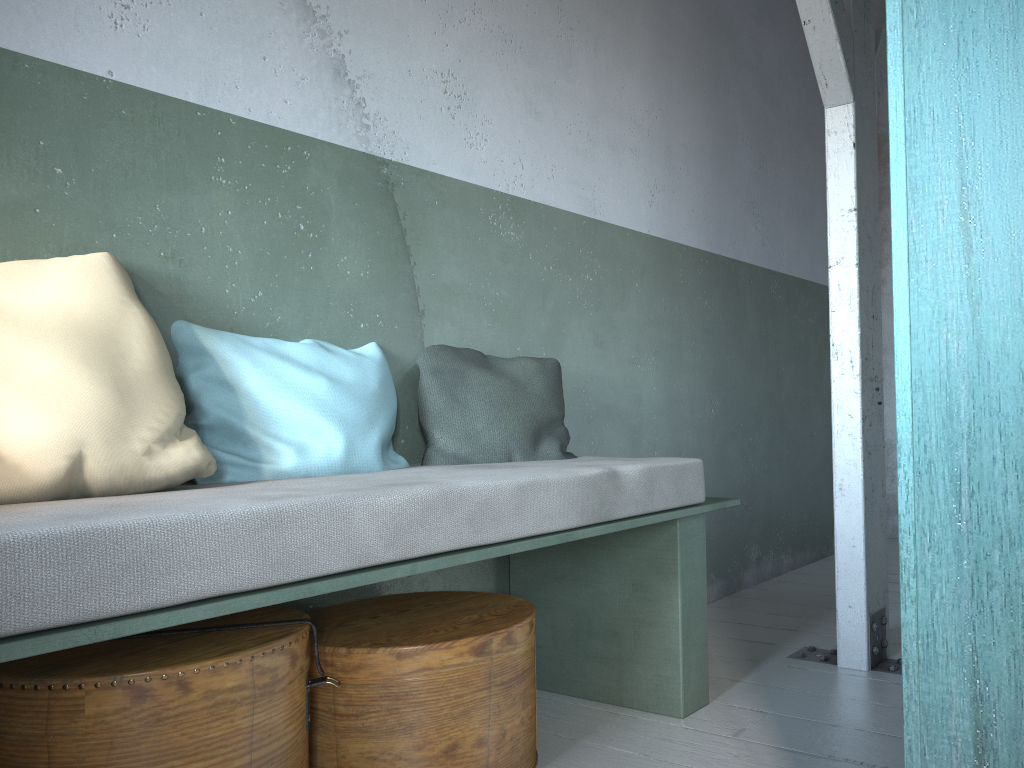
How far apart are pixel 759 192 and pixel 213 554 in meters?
4.2 m

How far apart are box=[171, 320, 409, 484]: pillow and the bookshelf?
1.57m

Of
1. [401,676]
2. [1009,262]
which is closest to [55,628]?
[401,676]

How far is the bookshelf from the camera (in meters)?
1.21

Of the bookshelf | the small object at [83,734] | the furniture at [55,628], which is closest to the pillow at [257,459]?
the furniture at [55,628]

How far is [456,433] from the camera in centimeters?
284cm

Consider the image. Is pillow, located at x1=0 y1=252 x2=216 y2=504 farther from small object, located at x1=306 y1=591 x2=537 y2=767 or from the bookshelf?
the bookshelf

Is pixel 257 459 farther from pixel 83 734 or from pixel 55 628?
pixel 55 628

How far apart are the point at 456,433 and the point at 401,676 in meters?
0.9

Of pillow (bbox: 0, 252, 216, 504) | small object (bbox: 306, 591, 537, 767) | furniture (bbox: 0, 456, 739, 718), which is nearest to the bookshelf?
furniture (bbox: 0, 456, 739, 718)
